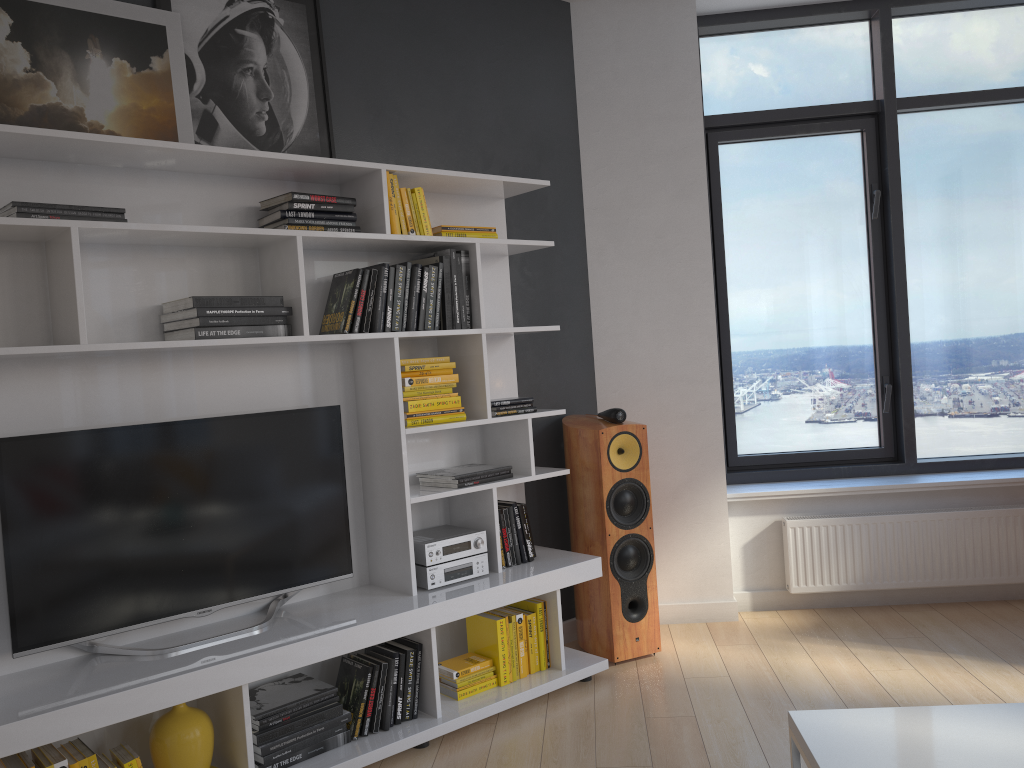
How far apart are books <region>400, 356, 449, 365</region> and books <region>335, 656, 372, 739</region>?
1.1m

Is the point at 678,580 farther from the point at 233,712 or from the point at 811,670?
the point at 233,712

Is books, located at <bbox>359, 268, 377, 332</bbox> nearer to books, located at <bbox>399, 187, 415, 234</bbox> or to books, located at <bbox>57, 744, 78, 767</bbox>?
books, located at <bbox>399, 187, 415, 234</bbox>

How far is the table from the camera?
1.8 meters

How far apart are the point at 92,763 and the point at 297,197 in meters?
1.8

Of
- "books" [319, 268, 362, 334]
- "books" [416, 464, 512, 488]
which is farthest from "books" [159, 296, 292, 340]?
"books" [416, 464, 512, 488]

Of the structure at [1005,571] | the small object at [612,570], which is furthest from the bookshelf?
the structure at [1005,571]

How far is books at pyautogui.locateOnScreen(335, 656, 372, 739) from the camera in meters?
3.0

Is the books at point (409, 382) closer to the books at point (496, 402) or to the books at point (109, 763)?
the books at point (496, 402)

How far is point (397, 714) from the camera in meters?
3.1 m
